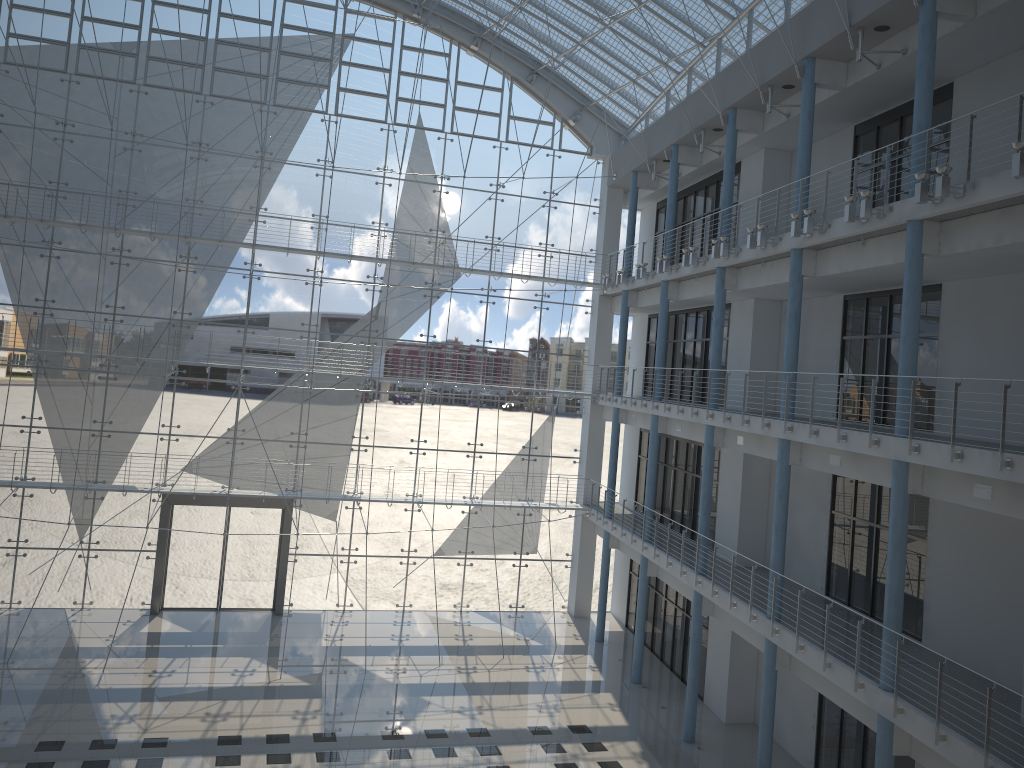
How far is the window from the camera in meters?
3.6 m

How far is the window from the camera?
3.63m

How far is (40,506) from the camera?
3.6m
